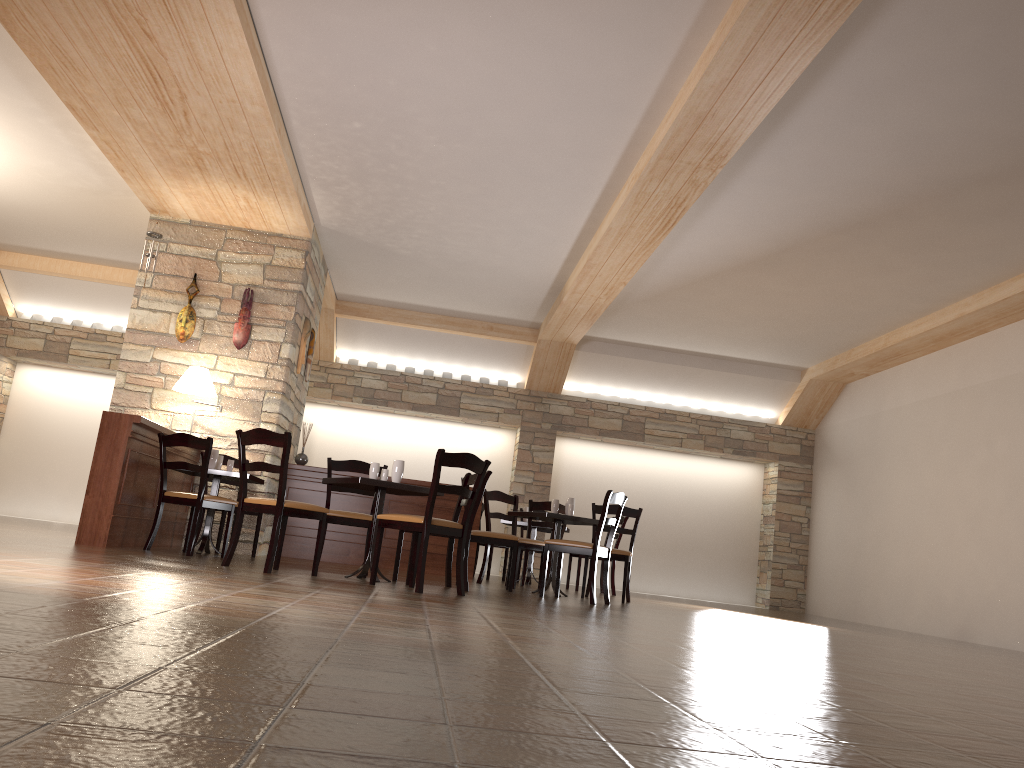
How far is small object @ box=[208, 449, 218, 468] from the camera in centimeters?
705cm

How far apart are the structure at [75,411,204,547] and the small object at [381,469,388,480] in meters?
1.7

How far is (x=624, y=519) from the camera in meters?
9.5 m

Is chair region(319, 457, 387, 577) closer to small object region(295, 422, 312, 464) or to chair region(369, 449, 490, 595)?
chair region(369, 449, 490, 595)

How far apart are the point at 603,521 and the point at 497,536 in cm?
92

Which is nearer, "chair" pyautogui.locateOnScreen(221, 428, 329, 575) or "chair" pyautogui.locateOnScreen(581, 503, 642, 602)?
"chair" pyautogui.locateOnScreen(221, 428, 329, 575)

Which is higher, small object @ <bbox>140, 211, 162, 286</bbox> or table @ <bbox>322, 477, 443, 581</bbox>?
small object @ <bbox>140, 211, 162, 286</bbox>

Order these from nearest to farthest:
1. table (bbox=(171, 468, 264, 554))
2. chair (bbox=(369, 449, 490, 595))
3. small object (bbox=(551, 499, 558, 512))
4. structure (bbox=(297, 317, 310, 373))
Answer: chair (bbox=(369, 449, 490, 595)) < table (bbox=(171, 468, 264, 554)) < small object (bbox=(551, 499, 558, 512)) < structure (bbox=(297, 317, 310, 373))

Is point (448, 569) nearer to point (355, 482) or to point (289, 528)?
point (355, 482)

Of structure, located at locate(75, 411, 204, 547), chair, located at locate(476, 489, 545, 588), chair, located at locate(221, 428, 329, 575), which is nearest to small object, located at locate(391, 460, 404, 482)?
chair, located at locate(221, 428, 329, 575)
